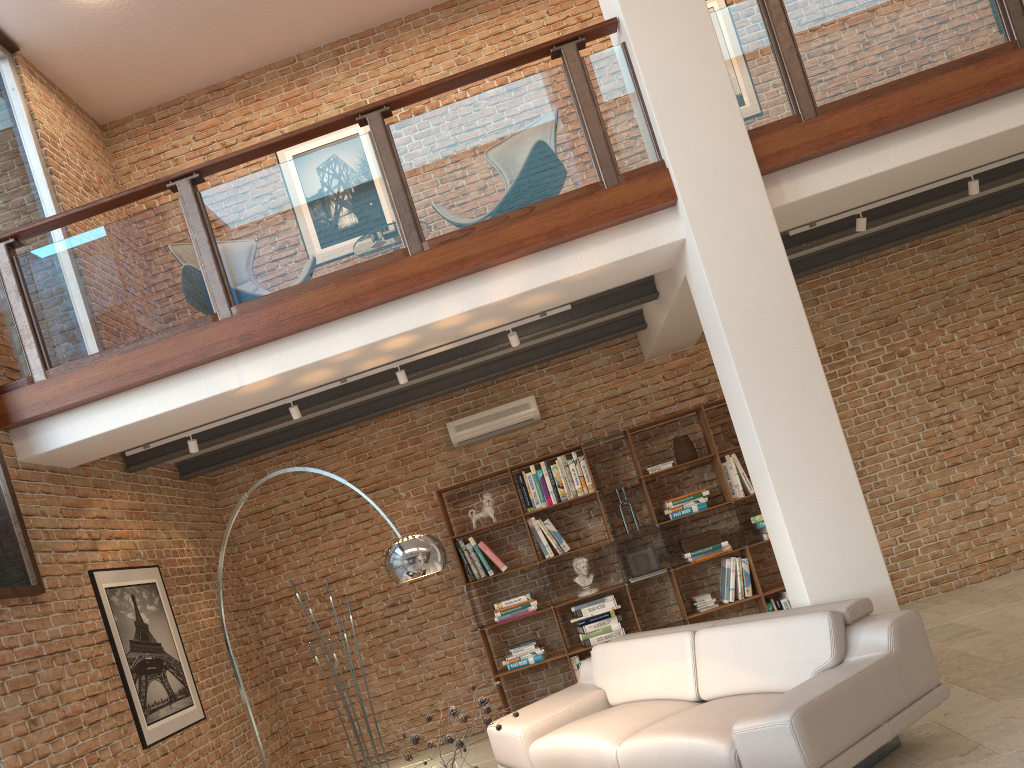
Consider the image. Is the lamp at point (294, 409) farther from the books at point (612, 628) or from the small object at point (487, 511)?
the books at point (612, 628)

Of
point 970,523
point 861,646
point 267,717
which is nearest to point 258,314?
point 861,646

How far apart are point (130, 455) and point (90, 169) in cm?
297

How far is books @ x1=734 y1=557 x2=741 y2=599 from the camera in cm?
725

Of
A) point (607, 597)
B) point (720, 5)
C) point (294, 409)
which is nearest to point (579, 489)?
point (607, 597)

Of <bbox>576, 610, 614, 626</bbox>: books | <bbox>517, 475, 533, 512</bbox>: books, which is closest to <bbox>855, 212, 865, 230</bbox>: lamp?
<bbox>517, 475, 533, 512</bbox>: books

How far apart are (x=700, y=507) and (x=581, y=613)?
1.3 meters

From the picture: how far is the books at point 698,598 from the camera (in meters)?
7.27

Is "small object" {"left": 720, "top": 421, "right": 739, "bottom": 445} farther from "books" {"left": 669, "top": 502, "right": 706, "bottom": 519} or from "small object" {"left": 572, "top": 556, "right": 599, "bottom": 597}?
"small object" {"left": 572, "top": 556, "right": 599, "bottom": 597}

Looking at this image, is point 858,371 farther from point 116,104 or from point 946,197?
point 116,104
